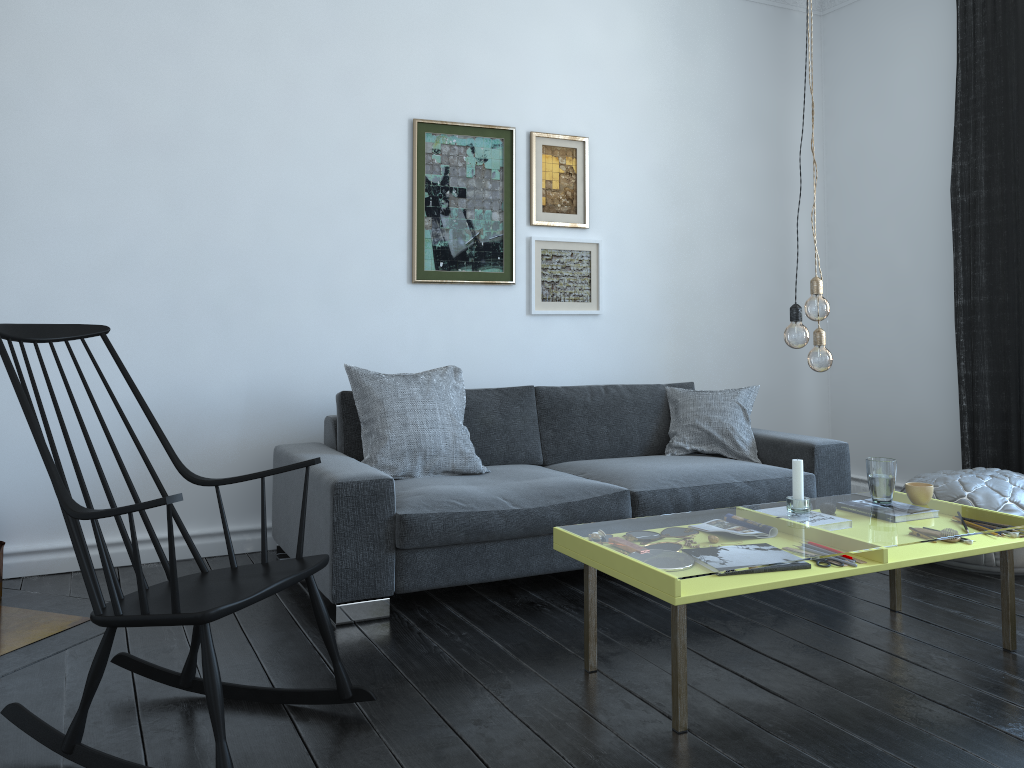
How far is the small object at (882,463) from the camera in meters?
3.0 m

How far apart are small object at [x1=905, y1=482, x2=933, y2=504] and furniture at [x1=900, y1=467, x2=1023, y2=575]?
0.7 meters

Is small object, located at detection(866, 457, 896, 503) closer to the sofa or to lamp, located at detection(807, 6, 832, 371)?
lamp, located at detection(807, 6, 832, 371)

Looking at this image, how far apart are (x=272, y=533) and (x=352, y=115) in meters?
1.9 m

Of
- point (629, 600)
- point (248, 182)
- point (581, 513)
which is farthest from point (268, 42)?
point (629, 600)

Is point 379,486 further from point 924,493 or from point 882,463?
point 924,493

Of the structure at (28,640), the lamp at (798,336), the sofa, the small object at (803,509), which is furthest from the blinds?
the structure at (28,640)

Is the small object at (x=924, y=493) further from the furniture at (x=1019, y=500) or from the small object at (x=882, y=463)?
the furniture at (x=1019, y=500)

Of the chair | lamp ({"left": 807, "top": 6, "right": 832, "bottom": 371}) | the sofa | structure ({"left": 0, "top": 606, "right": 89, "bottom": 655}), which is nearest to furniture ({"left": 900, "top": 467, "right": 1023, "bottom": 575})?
the sofa

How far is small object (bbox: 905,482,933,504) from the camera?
3.0m
